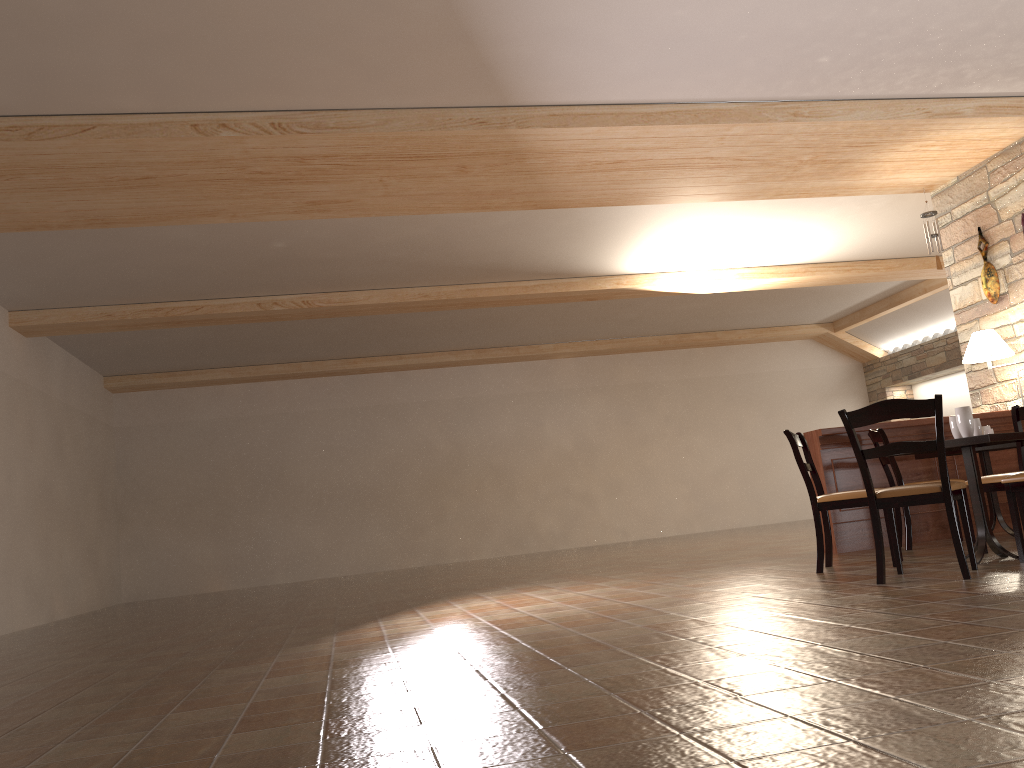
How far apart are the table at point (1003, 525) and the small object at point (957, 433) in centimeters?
135cm

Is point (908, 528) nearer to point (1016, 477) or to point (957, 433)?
point (957, 433)

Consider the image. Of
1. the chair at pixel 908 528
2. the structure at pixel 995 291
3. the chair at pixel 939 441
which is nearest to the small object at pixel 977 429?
the chair at pixel 939 441

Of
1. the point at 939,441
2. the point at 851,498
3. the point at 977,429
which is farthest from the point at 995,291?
the point at 939,441

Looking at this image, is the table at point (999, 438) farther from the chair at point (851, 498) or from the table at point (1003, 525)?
the table at point (1003, 525)

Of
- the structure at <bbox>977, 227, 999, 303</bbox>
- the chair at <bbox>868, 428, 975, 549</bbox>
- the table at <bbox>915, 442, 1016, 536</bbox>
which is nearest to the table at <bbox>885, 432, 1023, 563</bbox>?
the chair at <bbox>868, 428, 975, 549</bbox>

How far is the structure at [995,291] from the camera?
7.4 meters

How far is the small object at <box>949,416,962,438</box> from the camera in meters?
4.9 m

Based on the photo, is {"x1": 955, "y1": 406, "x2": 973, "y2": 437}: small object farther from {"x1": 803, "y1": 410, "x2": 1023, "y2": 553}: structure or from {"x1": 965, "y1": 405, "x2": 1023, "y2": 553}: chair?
{"x1": 803, "y1": 410, "x2": 1023, "y2": 553}: structure

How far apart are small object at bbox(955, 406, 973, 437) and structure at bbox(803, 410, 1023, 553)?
1.8 meters
